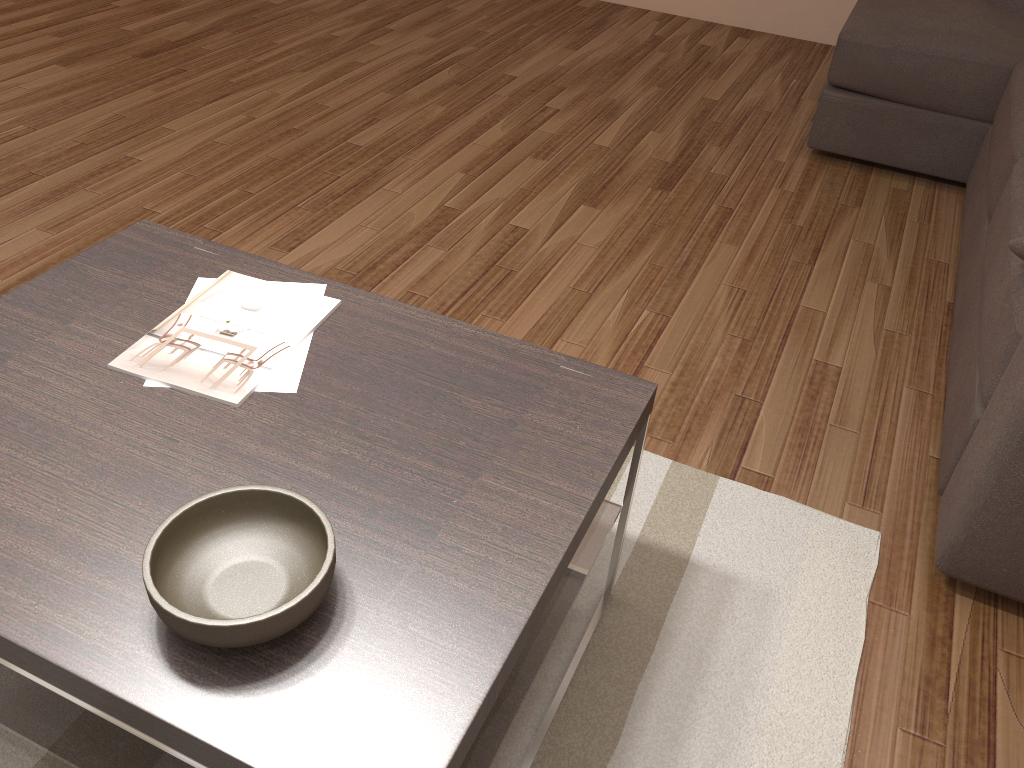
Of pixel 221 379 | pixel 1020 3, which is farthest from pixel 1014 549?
pixel 1020 3

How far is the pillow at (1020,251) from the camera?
1.9 meters

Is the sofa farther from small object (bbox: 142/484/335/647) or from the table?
small object (bbox: 142/484/335/647)

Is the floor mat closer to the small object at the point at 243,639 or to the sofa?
the sofa

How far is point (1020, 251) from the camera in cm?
188

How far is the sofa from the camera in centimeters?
176cm

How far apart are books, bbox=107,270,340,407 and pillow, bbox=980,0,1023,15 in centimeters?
343cm

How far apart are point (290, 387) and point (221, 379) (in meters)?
0.11

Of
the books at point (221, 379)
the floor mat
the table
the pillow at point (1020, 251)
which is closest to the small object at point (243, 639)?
the table

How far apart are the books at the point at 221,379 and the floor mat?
0.7 meters
